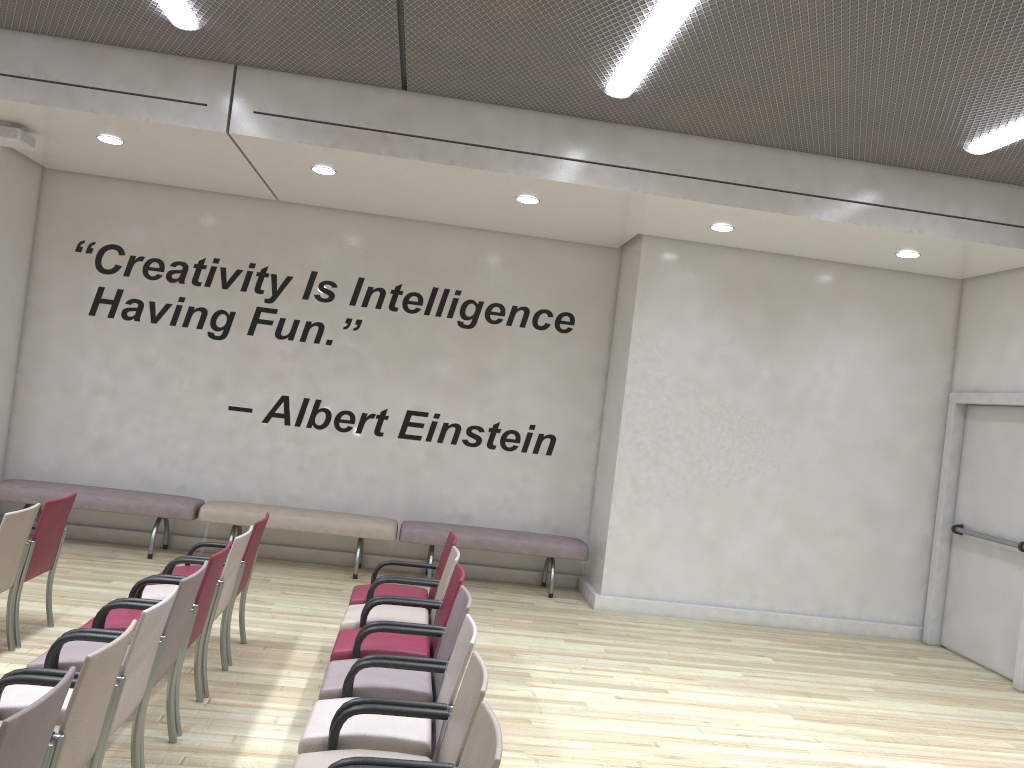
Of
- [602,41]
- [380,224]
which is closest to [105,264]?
[380,224]

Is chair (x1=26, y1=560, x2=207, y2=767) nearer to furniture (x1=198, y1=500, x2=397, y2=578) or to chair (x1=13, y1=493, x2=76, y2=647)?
chair (x1=13, y1=493, x2=76, y2=647)

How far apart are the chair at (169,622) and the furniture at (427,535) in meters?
4.1

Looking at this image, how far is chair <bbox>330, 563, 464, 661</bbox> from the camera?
4.5 meters

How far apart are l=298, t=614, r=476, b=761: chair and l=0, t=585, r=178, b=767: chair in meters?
0.7

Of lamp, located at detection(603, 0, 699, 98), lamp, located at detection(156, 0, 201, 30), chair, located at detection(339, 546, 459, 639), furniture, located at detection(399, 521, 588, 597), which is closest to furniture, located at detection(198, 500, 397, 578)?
furniture, located at detection(399, 521, 588, 597)

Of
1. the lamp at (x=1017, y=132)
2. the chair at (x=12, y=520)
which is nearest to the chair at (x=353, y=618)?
the chair at (x=12, y=520)

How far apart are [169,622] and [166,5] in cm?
373

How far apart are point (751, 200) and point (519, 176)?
1.80m

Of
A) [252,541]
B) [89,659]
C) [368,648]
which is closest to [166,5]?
[252,541]
